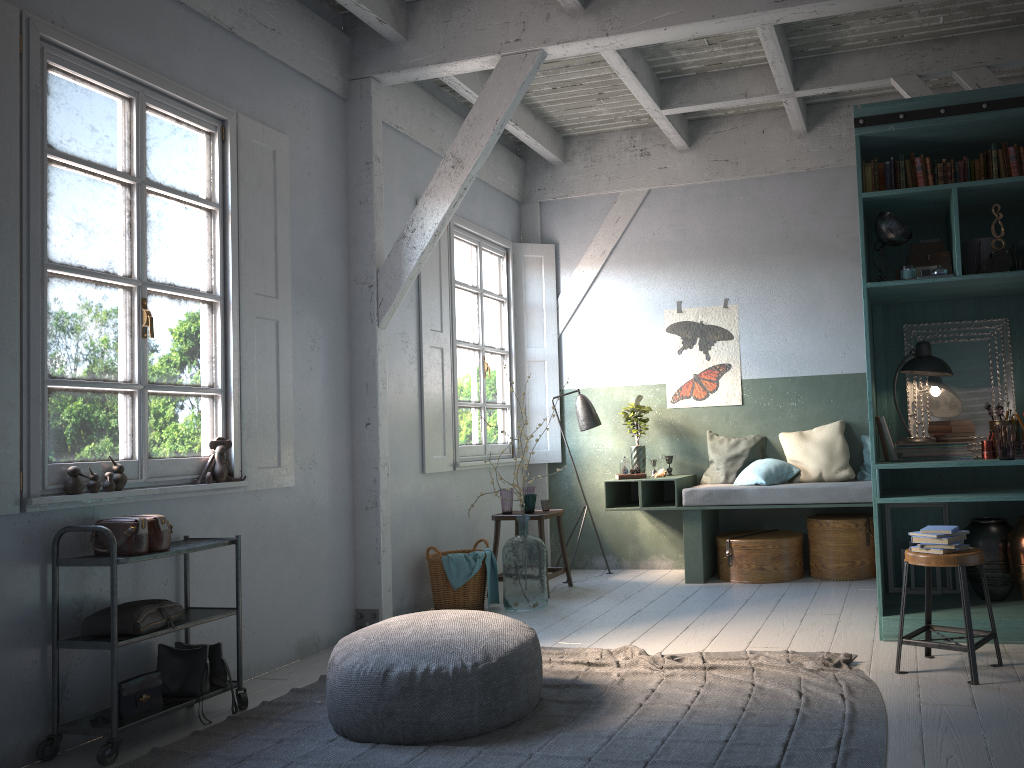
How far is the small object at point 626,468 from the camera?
8.0m

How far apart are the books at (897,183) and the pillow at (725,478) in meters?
3.2 m

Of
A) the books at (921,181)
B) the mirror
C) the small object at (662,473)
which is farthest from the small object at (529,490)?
the books at (921,181)

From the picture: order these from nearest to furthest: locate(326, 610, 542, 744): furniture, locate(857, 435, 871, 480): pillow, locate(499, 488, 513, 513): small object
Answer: locate(326, 610, 542, 744): furniture < locate(857, 435, 871, 480): pillow < locate(499, 488, 513, 513): small object

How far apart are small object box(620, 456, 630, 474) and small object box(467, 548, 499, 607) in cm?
156

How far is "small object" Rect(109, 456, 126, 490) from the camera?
4.5 meters

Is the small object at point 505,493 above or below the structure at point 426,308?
below

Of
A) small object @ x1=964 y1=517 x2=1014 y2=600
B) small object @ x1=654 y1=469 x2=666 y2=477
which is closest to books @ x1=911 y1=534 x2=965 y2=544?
small object @ x1=964 y1=517 x2=1014 y2=600

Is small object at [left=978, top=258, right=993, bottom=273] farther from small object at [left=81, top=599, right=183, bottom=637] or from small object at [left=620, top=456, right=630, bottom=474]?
small object at [left=81, top=599, right=183, bottom=637]

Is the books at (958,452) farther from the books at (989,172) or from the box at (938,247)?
the books at (989,172)
